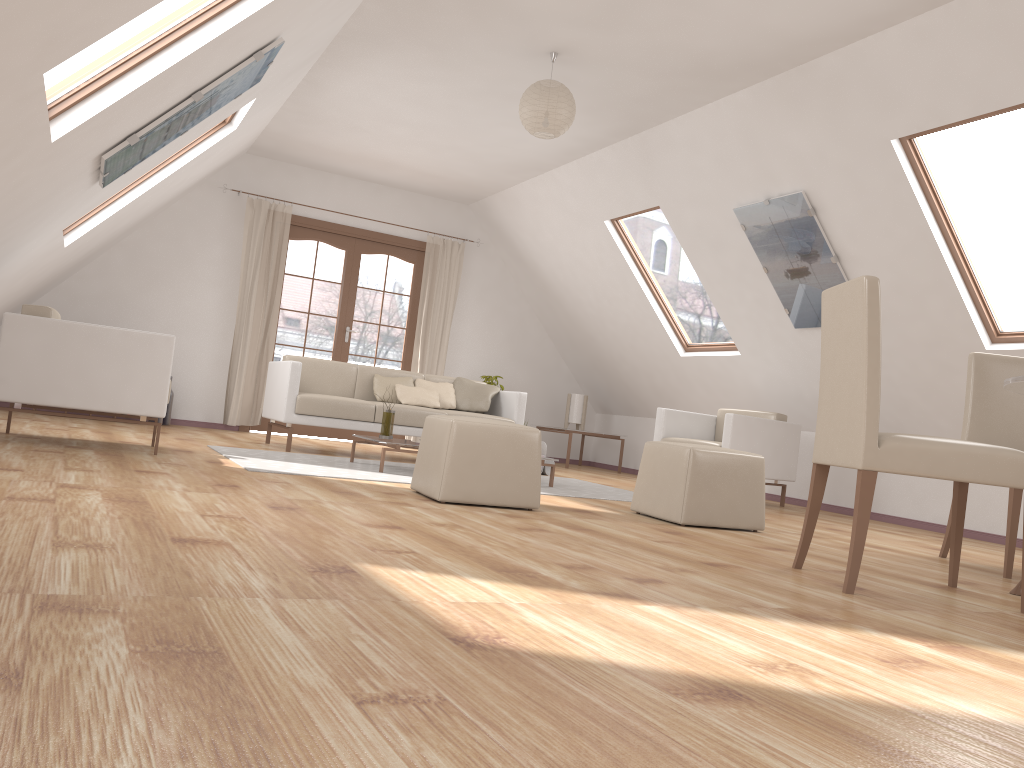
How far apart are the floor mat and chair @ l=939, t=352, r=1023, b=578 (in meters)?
1.87

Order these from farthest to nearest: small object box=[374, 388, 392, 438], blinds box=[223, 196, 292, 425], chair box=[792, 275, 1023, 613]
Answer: blinds box=[223, 196, 292, 425] < small object box=[374, 388, 392, 438] < chair box=[792, 275, 1023, 613]

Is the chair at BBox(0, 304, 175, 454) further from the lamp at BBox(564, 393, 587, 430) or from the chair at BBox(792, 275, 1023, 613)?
the lamp at BBox(564, 393, 587, 430)

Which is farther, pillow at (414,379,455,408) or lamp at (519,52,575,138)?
pillow at (414,379,455,408)

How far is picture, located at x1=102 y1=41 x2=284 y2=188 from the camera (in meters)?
4.03

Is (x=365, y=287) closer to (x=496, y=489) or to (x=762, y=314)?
(x=762, y=314)

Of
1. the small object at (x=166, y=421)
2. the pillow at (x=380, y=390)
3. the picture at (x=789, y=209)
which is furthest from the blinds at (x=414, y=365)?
the picture at (x=789, y=209)

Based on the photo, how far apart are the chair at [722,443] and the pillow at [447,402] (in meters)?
1.65

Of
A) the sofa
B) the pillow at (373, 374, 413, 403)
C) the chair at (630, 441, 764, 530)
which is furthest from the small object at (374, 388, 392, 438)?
the chair at (630, 441, 764, 530)

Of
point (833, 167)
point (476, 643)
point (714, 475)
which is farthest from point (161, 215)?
point (476, 643)
